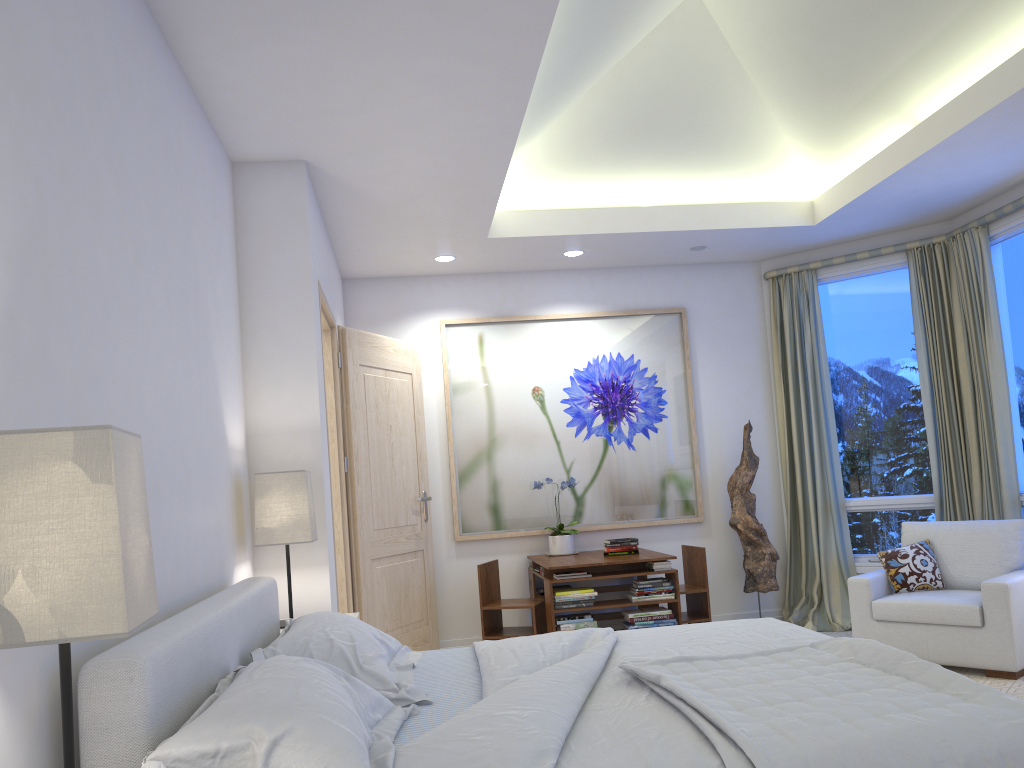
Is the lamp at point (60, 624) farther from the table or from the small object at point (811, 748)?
the table

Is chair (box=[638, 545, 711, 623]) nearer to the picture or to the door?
the picture

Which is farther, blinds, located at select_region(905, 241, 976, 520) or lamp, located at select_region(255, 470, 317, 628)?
blinds, located at select_region(905, 241, 976, 520)

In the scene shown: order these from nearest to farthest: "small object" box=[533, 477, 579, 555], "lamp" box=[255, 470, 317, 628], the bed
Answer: the bed → "lamp" box=[255, 470, 317, 628] → "small object" box=[533, 477, 579, 555]

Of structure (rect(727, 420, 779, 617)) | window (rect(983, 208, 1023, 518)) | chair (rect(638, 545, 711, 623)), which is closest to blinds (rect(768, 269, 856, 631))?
structure (rect(727, 420, 779, 617))

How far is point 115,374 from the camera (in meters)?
2.02

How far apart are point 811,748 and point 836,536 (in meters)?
4.34

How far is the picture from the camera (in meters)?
5.82

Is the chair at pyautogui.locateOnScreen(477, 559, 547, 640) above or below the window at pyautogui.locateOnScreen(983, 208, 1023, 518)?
below

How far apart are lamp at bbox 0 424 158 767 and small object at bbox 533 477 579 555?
4.4m
